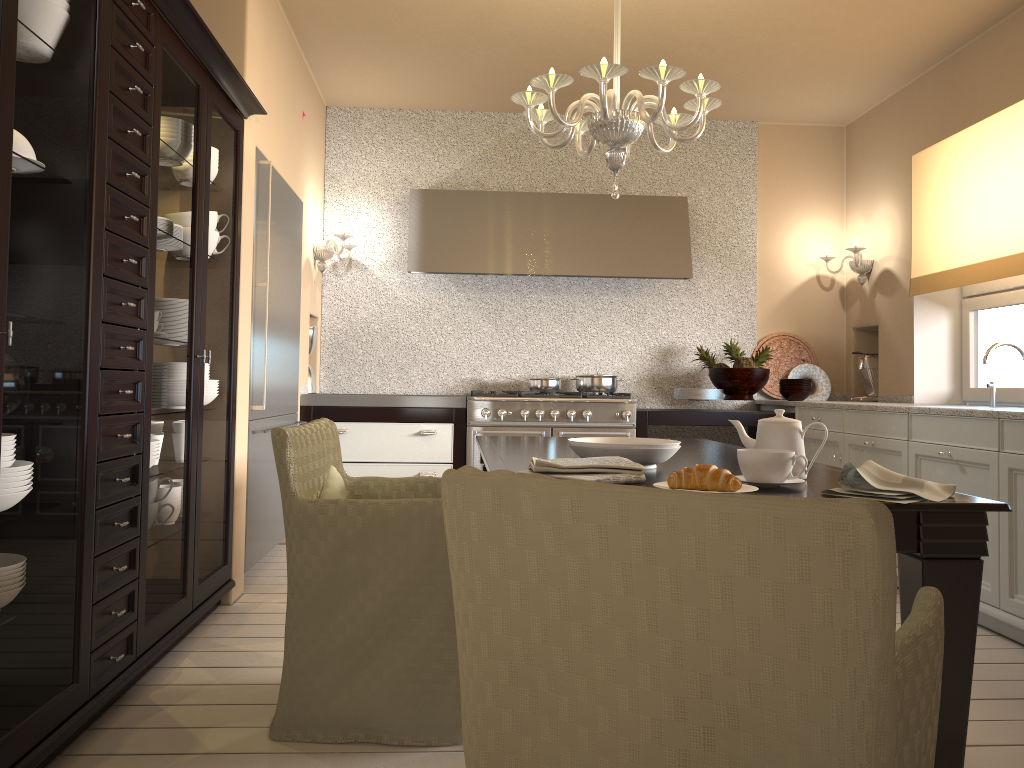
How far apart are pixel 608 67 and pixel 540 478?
1.84m

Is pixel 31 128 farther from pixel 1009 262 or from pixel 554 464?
pixel 1009 262

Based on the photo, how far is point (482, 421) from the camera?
→ 4.82m

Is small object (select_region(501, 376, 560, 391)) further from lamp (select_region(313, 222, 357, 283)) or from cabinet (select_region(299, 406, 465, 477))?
lamp (select_region(313, 222, 357, 283))

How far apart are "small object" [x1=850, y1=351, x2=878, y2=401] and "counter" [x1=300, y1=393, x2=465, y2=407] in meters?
2.5 m

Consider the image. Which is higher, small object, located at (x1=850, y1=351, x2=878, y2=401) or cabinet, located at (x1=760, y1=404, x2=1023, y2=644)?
small object, located at (x1=850, y1=351, x2=878, y2=401)

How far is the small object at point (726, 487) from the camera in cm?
163

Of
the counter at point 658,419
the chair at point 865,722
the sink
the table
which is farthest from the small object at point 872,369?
the chair at point 865,722

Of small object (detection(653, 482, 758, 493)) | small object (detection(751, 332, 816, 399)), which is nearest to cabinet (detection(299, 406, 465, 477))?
small object (detection(751, 332, 816, 399))

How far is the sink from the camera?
3.7 meters
